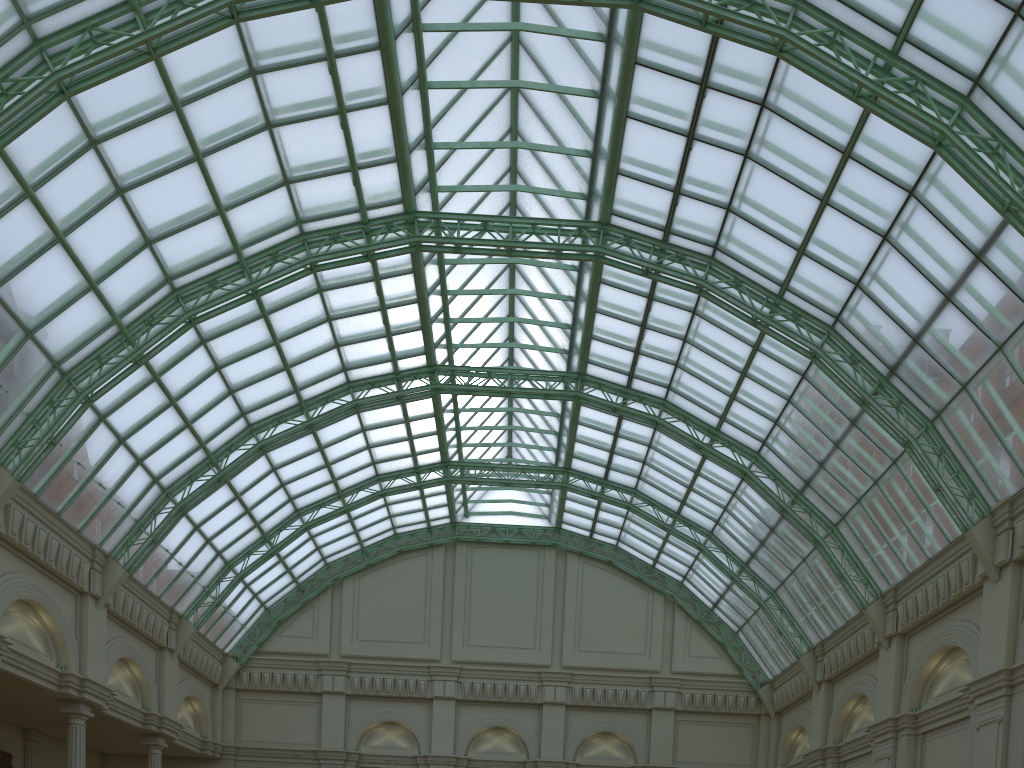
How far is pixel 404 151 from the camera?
34.95m
